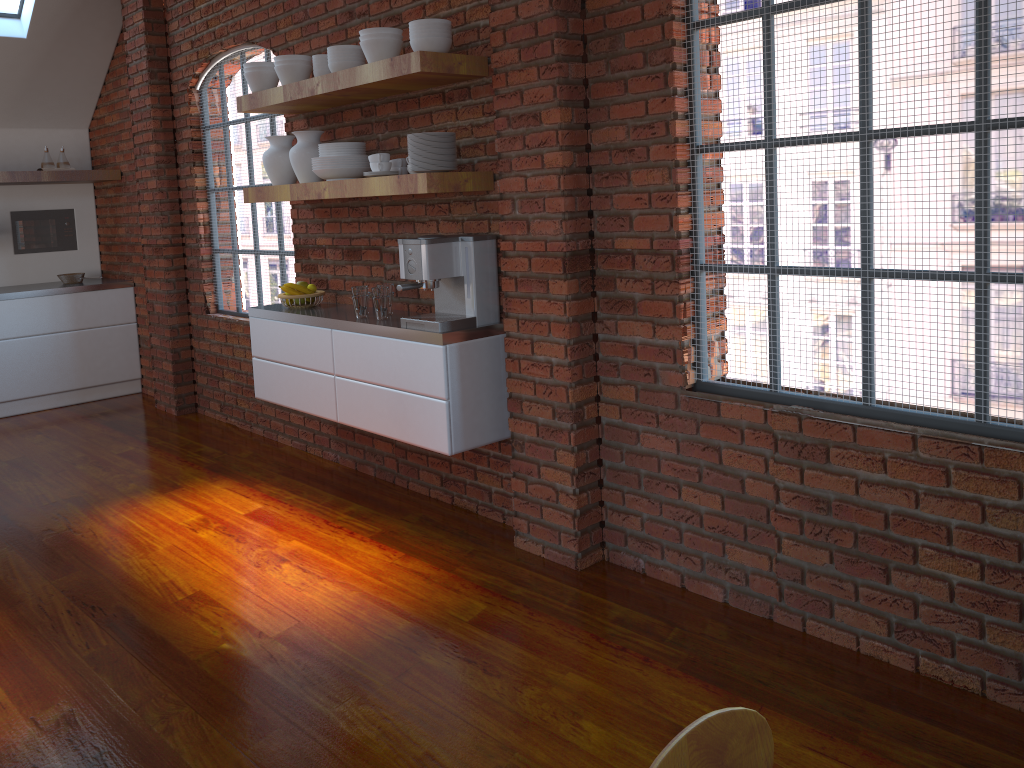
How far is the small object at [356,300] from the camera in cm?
386

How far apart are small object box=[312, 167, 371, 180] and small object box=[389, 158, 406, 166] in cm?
17

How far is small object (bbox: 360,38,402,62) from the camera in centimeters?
344cm

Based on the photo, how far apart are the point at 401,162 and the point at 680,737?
3.1m

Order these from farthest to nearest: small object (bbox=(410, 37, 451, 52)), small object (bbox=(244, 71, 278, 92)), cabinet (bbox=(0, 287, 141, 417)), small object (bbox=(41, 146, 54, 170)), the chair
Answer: small object (bbox=(41, 146, 54, 170)) → cabinet (bbox=(0, 287, 141, 417)) → small object (bbox=(244, 71, 278, 92)) → small object (bbox=(410, 37, 451, 52)) → the chair

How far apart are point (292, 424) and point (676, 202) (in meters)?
3.01

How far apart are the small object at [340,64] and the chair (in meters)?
3.27

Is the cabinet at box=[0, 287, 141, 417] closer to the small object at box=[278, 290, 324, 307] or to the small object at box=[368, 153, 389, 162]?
the small object at box=[278, 290, 324, 307]

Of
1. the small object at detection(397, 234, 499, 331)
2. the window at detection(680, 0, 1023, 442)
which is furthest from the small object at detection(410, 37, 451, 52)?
the window at detection(680, 0, 1023, 442)

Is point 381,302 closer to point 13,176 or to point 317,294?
point 317,294
